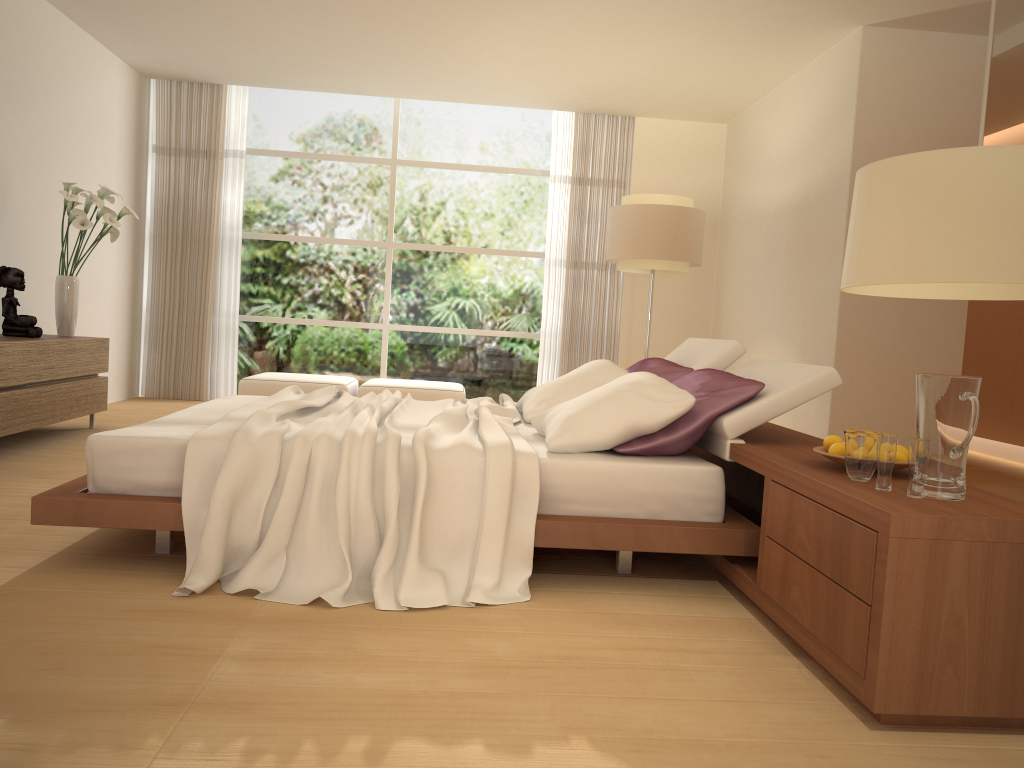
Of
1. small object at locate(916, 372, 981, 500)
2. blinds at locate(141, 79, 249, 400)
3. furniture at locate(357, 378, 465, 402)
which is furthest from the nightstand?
blinds at locate(141, 79, 249, 400)

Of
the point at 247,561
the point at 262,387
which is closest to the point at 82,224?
the point at 262,387

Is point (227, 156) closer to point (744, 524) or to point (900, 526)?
point (744, 524)

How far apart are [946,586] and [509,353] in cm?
731

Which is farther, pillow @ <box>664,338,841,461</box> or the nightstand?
pillow @ <box>664,338,841,461</box>

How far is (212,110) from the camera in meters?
8.6 m

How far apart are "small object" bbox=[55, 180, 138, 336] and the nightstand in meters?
4.2

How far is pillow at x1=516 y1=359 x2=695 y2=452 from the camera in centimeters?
332cm

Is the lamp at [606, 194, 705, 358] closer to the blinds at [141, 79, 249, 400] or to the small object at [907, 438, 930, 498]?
the blinds at [141, 79, 249, 400]

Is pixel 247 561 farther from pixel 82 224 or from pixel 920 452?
pixel 82 224
